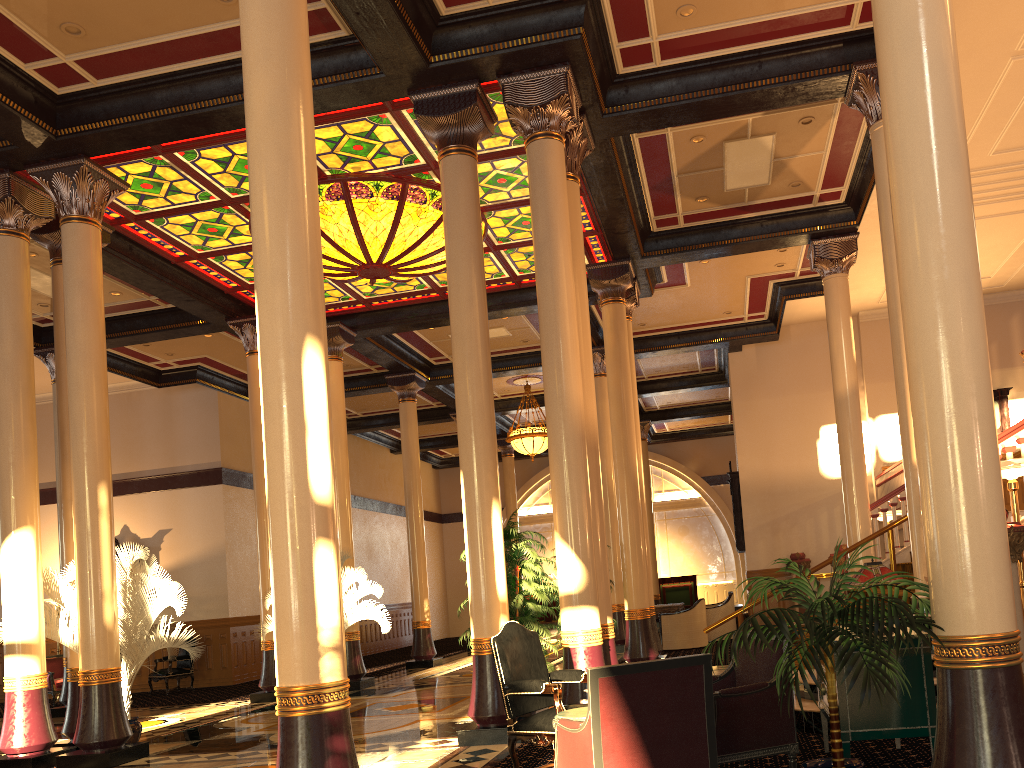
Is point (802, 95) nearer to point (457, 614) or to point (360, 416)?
point (360, 416)

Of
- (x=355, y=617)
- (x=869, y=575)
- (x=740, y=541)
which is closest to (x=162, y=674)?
(x=355, y=617)

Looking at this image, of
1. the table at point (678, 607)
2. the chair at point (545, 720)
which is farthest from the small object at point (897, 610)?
the table at point (678, 607)

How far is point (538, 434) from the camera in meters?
19.7

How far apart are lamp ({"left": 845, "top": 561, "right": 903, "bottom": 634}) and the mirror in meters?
12.9 m

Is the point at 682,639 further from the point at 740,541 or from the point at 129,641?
the point at 129,641

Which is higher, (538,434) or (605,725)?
(538,434)

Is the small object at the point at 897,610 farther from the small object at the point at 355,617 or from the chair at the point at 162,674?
the chair at the point at 162,674

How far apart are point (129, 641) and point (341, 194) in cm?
547

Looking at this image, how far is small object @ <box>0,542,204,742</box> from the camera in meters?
9.0
